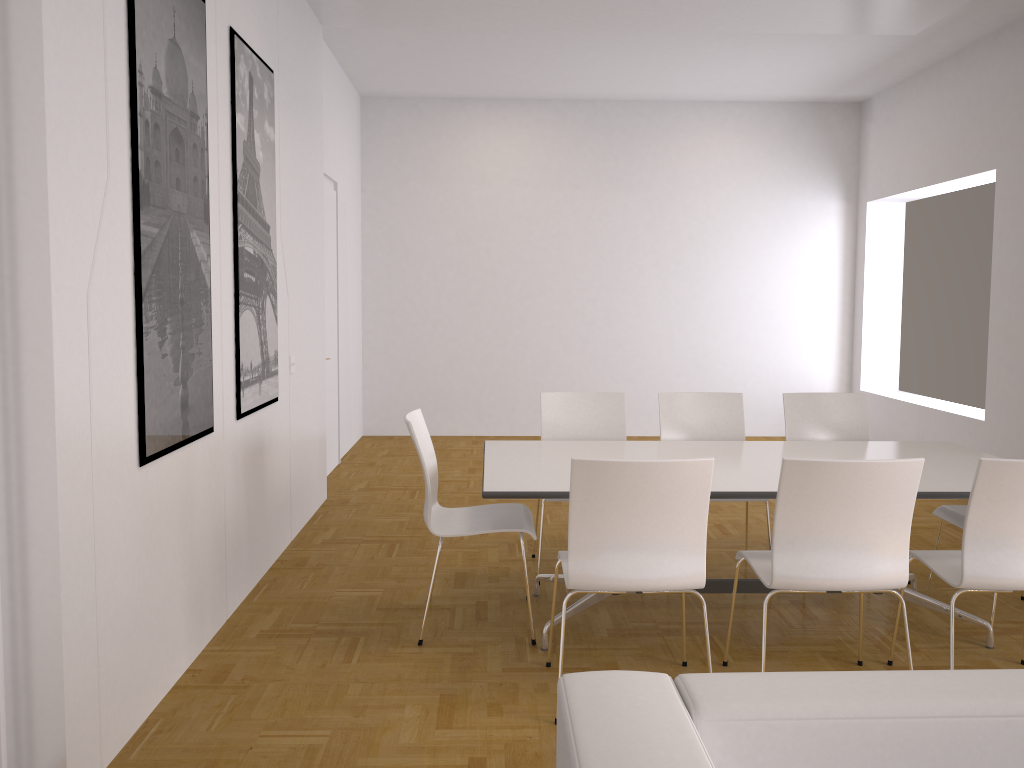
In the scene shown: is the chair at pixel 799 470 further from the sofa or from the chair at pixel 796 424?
the chair at pixel 796 424

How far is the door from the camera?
7.2 meters

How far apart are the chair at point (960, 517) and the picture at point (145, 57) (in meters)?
3.32

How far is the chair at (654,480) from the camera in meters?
2.9

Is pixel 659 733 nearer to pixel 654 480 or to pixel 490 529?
pixel 654 480

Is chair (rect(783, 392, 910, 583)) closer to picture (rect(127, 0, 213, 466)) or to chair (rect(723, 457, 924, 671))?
chair (rect(723, 457, 924, 671))

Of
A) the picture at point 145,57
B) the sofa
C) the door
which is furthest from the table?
the door

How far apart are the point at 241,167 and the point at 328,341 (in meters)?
3.19

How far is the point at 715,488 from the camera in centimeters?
342cm

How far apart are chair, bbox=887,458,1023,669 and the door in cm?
473
